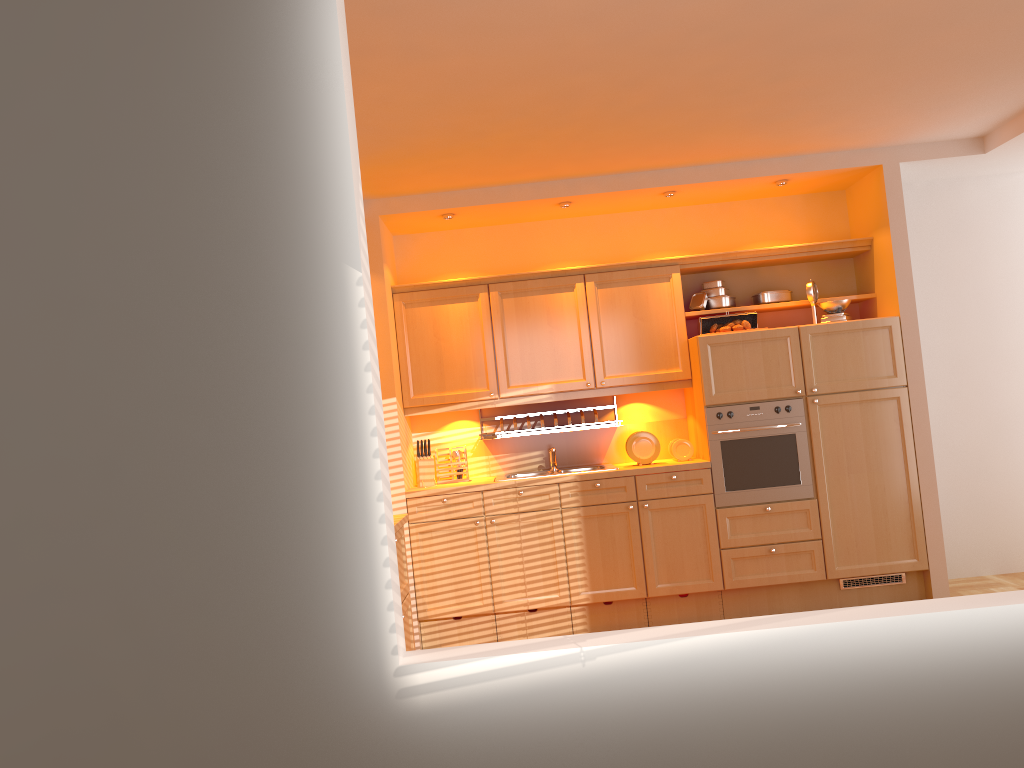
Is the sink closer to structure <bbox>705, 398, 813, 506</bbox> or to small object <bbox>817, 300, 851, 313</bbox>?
structure <bbox>705, 398, 813, 506</bbox>

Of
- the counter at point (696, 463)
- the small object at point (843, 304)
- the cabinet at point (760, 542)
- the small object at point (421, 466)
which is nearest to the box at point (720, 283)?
the cabinet at point (760, 542)

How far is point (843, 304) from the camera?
5.29m

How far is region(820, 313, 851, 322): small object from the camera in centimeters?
526cm

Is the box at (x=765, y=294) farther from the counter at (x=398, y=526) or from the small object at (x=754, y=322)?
the counter at (x=398, y=526)

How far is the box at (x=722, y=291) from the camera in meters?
5.6

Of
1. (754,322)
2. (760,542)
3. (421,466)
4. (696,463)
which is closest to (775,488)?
(760,542)

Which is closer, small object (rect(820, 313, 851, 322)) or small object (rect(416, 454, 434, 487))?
small object (rect(820, 313, 851, 322))

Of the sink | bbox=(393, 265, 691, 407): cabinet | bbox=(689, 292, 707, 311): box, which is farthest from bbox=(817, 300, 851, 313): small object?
the sink

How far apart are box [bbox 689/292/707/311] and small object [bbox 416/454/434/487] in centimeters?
190cm
